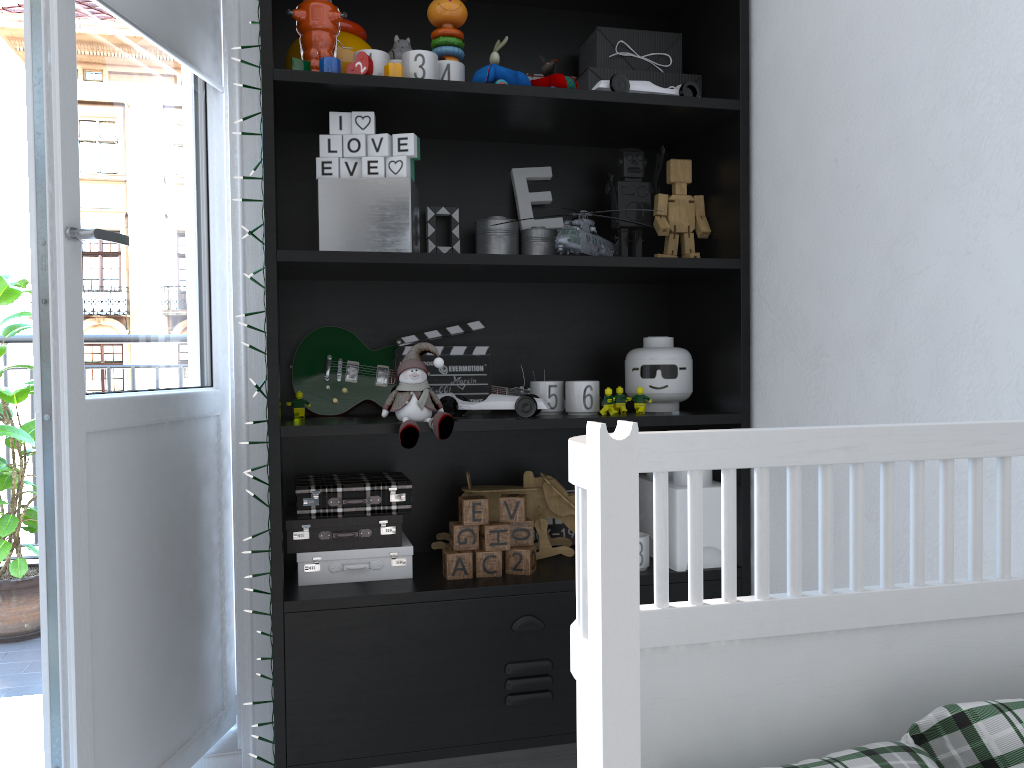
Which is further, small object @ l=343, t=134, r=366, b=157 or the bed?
small object @ l=343, t=134, r=366, b=157

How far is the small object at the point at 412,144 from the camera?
1.6 meters

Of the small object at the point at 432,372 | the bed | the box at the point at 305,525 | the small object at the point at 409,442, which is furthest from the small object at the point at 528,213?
the bed

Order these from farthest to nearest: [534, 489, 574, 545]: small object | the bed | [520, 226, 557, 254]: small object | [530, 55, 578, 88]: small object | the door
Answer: [534, 489, 574, 545]: small object → [520, 226, 557, 254]: small object → [530, 55, 578, 88]: small object → the door → the bed

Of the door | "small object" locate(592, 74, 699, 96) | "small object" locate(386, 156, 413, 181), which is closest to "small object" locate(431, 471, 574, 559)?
the door

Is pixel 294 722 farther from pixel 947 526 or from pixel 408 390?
pixel 947 526

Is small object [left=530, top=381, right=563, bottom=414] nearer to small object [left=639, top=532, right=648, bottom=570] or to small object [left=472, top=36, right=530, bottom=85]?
small object [left=639, top=532, right=648, bottom=570]

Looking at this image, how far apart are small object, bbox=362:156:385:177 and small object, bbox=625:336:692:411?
0.6m

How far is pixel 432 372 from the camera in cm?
184

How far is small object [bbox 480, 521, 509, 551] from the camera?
1.7 meters
